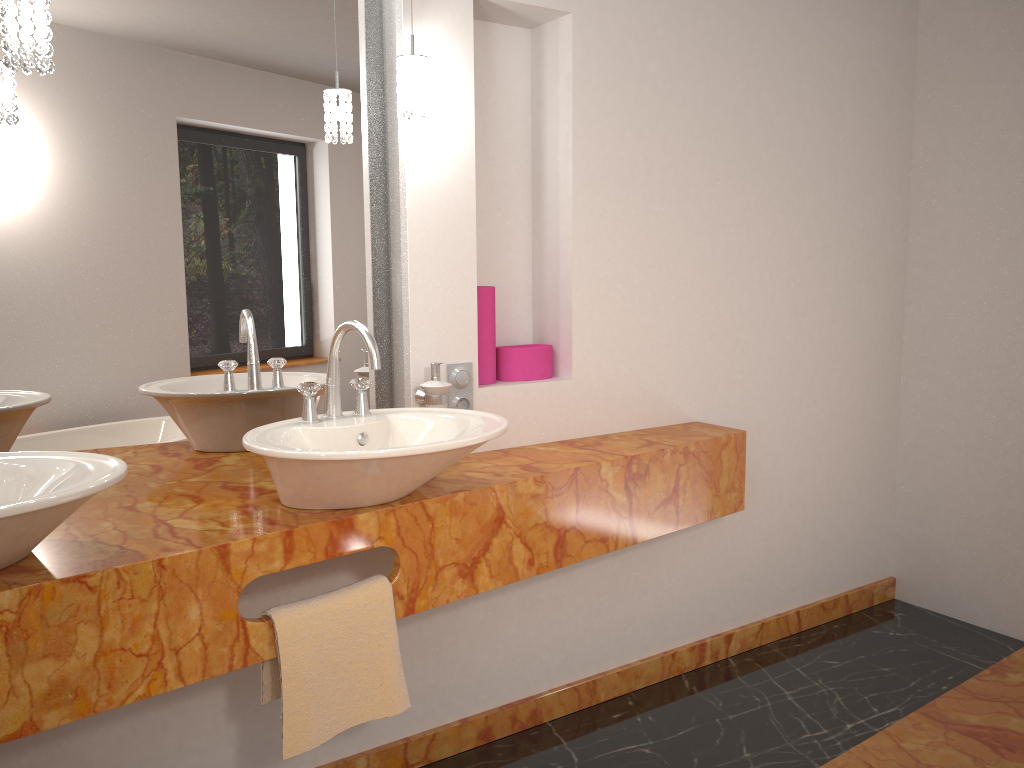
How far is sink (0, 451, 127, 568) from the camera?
1.22m

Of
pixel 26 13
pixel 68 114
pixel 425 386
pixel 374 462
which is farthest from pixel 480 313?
pixel 26 13

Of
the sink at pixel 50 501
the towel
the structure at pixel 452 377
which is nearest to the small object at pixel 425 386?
the structure at pixel 452 377

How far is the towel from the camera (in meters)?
1.62

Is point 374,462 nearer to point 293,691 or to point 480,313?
point 293,691

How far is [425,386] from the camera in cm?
208

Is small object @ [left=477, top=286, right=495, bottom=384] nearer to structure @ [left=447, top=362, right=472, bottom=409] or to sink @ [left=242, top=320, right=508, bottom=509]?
structure @ [left=447, top=362, right=472, bottom=409]

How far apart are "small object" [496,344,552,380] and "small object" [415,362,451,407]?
0.3 meters

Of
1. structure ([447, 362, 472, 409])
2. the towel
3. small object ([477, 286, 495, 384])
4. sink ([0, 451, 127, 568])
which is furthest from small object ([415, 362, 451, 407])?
sink ([0, 451, 127, 568])

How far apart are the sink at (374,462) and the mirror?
0.2 meters
